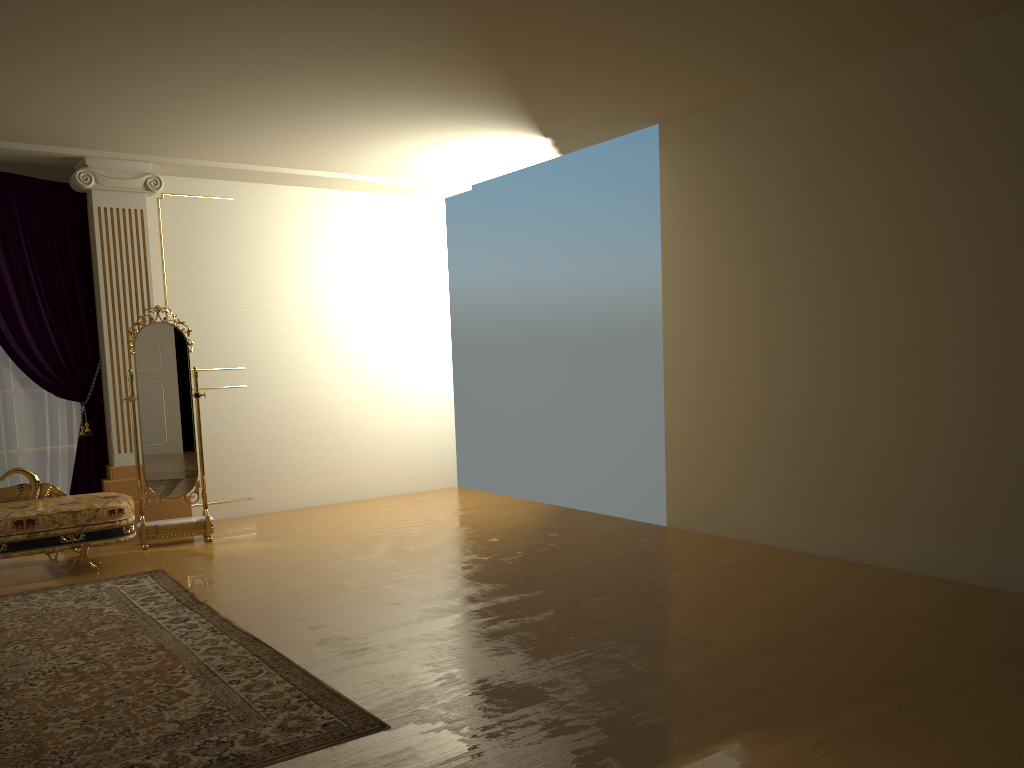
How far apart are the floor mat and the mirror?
0.9 meters

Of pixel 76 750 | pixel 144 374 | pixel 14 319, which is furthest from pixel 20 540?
pixel 76 750

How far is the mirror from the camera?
6.2 meters

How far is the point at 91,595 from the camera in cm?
490

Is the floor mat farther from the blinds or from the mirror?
the blinds

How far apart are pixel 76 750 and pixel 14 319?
4.3m

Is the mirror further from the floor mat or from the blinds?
the floor mat

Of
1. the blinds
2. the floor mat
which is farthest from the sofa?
the blinds

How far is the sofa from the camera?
5.20m

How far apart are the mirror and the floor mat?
0.86m
